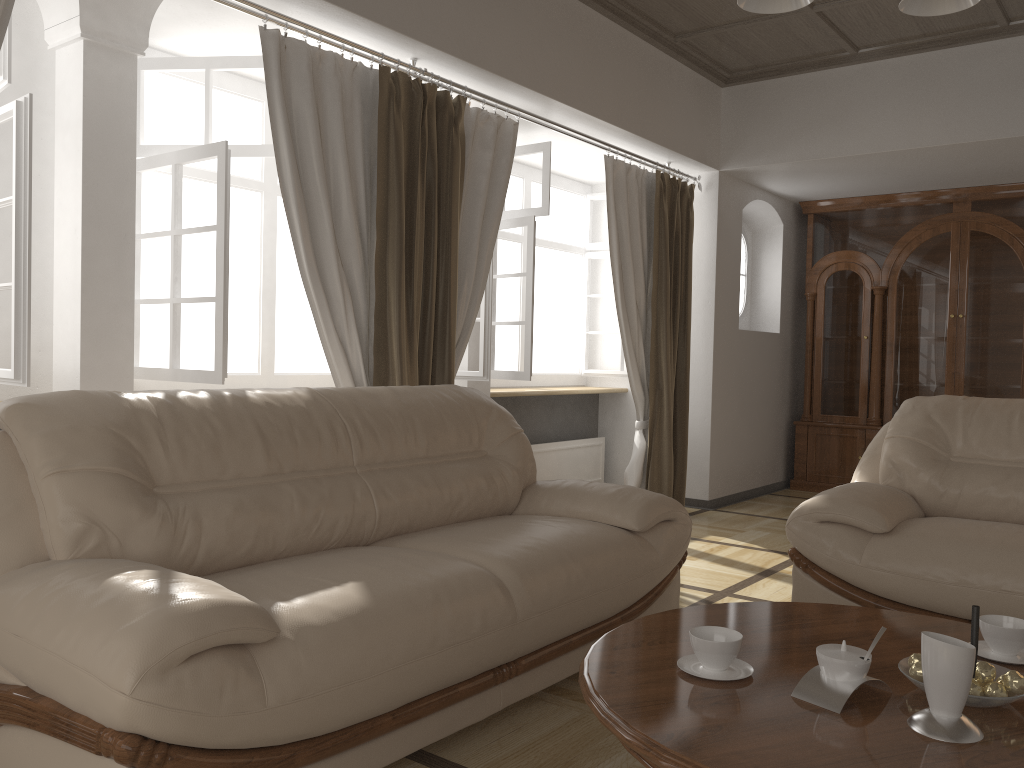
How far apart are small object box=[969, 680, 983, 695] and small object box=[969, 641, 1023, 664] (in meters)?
0.32

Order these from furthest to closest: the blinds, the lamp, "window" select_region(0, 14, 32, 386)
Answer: the blinds, "window" select_region(0, 14, 32, 386), the lamp

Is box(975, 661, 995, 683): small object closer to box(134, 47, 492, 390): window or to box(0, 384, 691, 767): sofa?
box(0, 384, 691, 767): sofa

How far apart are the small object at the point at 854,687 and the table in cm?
1

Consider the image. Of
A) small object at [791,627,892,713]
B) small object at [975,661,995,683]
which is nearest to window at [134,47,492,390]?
small object at [791,627,892,713]

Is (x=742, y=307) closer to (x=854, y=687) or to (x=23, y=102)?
(x=23, y=102)

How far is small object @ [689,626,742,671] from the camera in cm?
173

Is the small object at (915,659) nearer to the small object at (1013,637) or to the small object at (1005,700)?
the small object at (1005,700)

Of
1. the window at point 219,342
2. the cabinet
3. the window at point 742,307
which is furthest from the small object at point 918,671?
the window at point 742,307

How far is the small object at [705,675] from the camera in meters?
1.7
